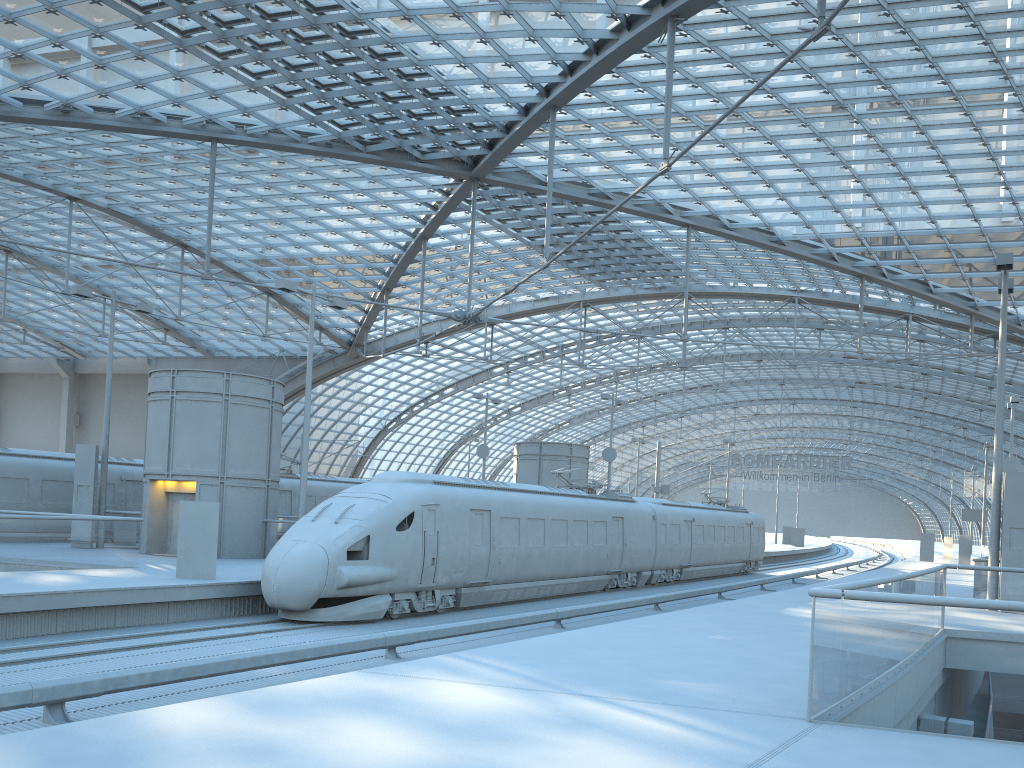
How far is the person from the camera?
18.5m

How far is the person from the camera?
18.5 meters

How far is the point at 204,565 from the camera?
18.5m
